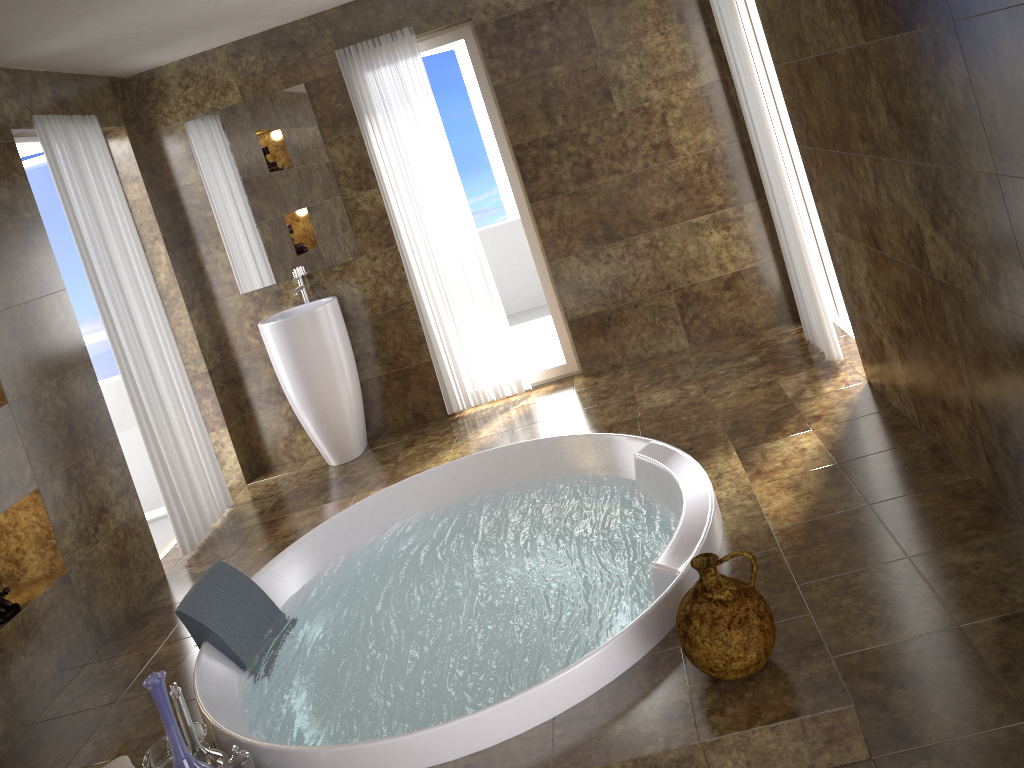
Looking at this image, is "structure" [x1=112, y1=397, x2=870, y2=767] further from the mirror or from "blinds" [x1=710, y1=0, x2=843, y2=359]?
the mirror

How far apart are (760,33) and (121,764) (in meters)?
4.10

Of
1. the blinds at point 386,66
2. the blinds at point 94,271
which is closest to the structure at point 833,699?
the blinds at point 94,271

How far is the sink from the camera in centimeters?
479cm

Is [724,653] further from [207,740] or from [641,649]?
[207,740]

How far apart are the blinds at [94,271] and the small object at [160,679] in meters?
2.3

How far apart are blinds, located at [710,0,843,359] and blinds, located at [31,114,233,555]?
3.12m

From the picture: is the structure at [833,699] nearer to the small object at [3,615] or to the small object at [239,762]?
the small object at [239,762]

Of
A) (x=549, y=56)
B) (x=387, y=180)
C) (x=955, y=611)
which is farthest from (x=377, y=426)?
(x=955, y=611)

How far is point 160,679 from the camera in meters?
2.2 m
